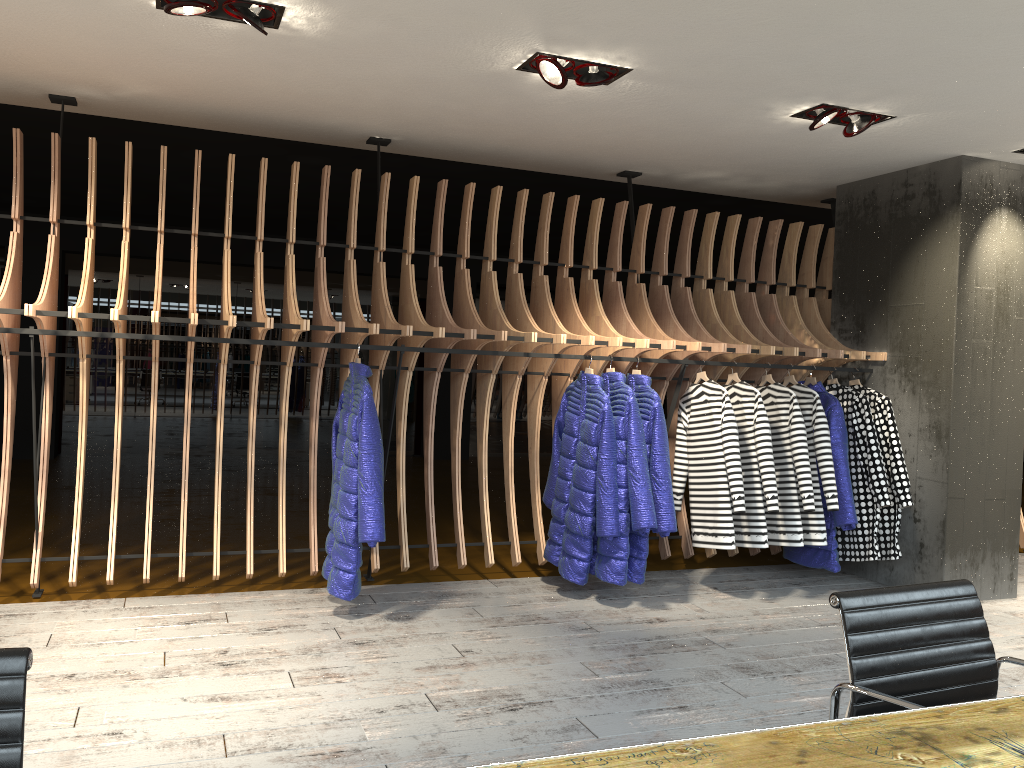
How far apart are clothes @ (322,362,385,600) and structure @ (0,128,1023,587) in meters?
0.1

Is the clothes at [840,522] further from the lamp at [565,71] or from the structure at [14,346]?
the lamp at [565,71]

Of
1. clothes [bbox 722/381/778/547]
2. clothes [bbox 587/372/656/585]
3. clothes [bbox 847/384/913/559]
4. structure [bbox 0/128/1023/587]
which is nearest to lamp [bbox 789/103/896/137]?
structure [bbox 0/128/1023/587]

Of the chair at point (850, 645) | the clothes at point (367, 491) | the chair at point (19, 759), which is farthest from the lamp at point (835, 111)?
the chair at point (19, 759)

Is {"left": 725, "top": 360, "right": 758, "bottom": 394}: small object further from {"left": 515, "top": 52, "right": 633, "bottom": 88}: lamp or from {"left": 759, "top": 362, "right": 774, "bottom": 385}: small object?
{"left": 515, "top": 52, "right": 633, "bottom": 88}: lamp

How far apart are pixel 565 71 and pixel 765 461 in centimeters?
260cm

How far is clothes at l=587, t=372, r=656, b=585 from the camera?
4.98m

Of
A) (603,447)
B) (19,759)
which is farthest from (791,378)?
(19,759)

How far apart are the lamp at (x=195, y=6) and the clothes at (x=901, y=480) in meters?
4.3 m

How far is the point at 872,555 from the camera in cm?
553
